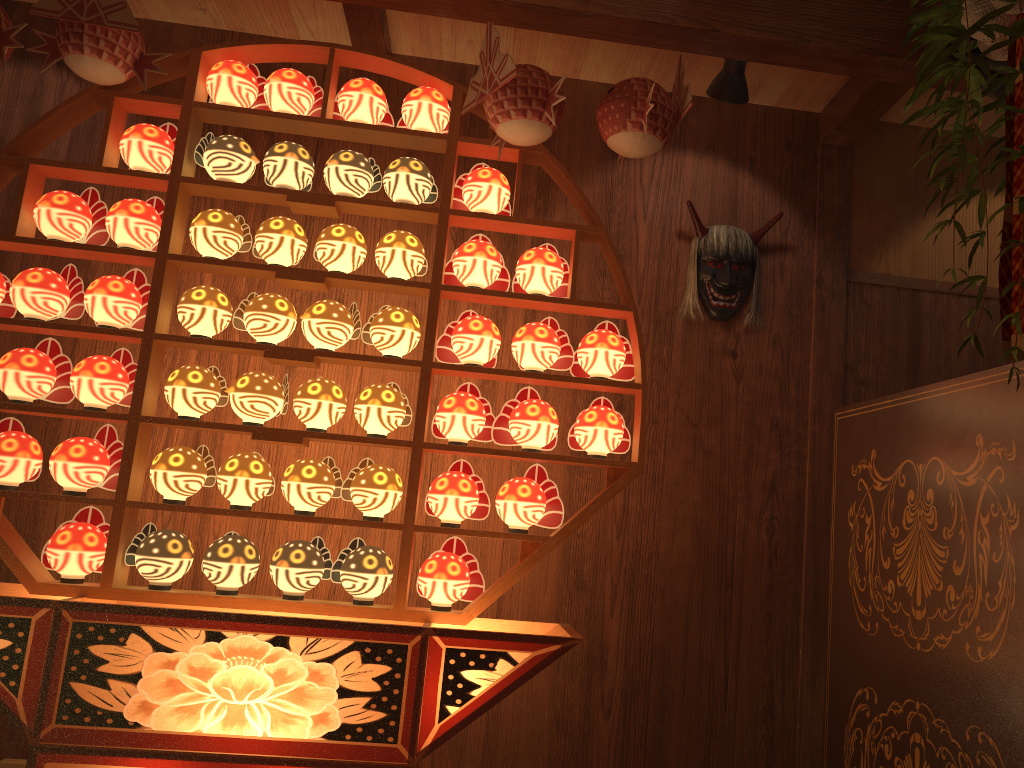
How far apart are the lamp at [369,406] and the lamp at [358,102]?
0.8m

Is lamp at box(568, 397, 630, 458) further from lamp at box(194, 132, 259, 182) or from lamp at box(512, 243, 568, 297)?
lamp at box(194, 132, 259, 182)

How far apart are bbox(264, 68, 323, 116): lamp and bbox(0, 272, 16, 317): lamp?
0.9 meters

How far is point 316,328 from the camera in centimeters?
243cm

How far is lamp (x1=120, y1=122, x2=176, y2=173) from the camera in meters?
2.5

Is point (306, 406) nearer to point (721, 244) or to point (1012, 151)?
point (721, 244)

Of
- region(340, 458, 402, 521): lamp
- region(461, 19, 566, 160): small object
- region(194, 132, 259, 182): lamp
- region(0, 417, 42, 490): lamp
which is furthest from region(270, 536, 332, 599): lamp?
region(461, 19, 566, 160): small object

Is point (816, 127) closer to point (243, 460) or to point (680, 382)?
point (680, 382)

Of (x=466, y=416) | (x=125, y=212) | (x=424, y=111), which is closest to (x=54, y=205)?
(x=125, y=212)

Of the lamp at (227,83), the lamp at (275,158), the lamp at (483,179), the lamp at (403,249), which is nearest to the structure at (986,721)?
the lamp at (483,179)
